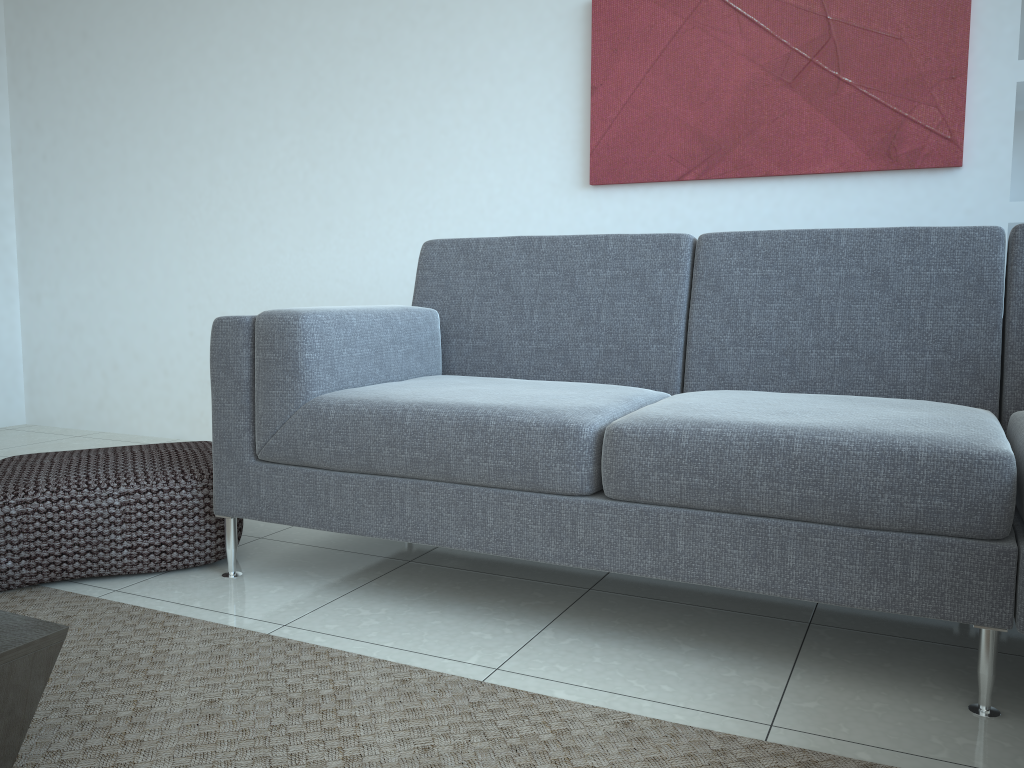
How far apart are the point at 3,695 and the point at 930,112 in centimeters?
279cm

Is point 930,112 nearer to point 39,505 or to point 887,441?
point 887,441

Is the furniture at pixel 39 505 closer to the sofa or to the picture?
the sofa

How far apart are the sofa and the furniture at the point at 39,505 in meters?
0.1

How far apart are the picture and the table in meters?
2.4 m

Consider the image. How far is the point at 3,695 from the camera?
1.2 meters

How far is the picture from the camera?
2.72m

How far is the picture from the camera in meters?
2.7 m

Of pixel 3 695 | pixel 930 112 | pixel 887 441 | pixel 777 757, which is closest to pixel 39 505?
pixel 3 695

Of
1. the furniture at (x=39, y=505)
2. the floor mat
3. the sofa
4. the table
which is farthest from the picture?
the table
